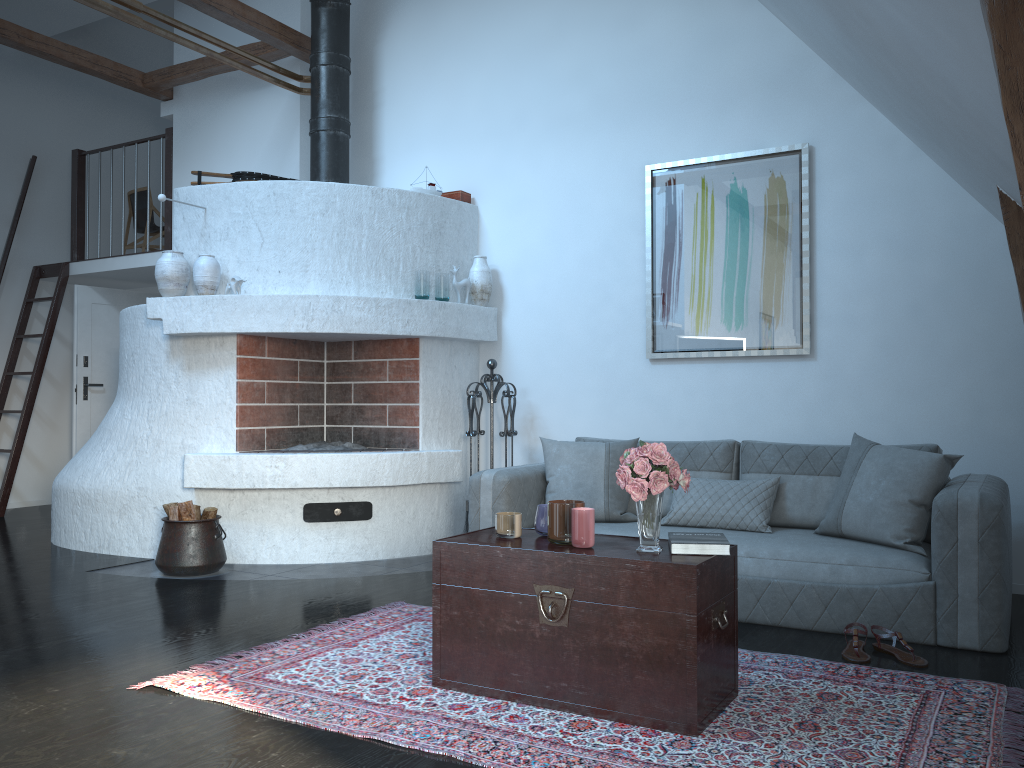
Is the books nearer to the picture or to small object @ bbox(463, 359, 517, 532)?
the picture

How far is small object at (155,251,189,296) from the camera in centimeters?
531cm

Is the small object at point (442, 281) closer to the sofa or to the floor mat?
the sofa

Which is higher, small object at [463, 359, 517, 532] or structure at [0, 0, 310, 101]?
structure at [0, 0, 310, 101]

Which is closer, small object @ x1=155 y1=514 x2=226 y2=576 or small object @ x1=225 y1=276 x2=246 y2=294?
small object @ x1=155 y1=514 x2=226 y2=576

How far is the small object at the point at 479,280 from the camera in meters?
5.8 m

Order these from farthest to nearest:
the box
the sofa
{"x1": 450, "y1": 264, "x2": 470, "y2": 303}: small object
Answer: the box < {"x1": 450, "y1": 264, "x2": 470, "y2": 303}: small object < the sofa

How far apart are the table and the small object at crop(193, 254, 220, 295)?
2.9 meters

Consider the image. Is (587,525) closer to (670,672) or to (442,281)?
(670,672)

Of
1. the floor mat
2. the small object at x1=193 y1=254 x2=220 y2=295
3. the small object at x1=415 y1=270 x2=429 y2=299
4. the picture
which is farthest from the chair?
the floor mat
